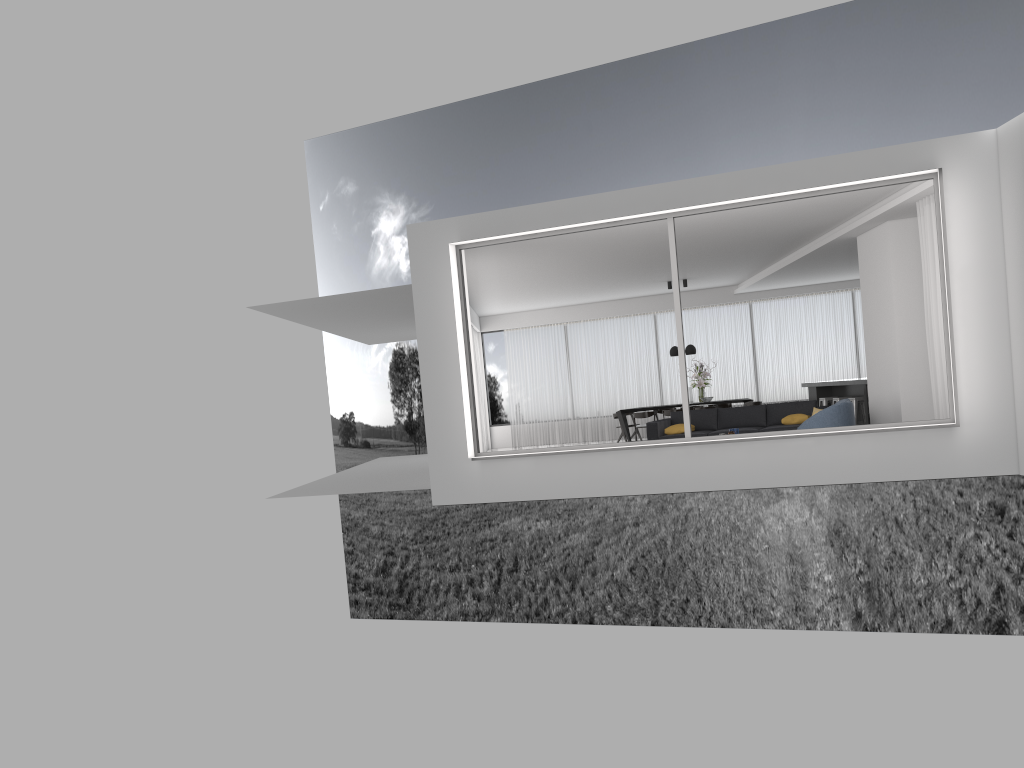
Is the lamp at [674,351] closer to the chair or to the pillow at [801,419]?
the pillow at [801,419]

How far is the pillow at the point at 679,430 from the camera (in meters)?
12.99

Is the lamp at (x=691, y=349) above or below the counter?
above

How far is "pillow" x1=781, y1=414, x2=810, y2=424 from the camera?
12.33m

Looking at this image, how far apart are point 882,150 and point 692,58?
27.43m

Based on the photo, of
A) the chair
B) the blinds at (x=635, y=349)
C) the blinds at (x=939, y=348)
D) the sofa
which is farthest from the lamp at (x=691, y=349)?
the blinds at (x=939, y=348)

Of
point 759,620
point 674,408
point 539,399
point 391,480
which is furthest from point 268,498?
point 759,620

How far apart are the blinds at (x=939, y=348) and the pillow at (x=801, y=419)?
2.6 meters

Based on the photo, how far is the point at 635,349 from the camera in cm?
1968

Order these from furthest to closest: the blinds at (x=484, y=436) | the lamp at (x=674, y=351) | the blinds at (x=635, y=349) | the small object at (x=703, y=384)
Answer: the blinds at (x=484, y=436), the blinds at (x=635, y=349), the lamp at (x=674, y=351), the small object at (x=703, y=384)
